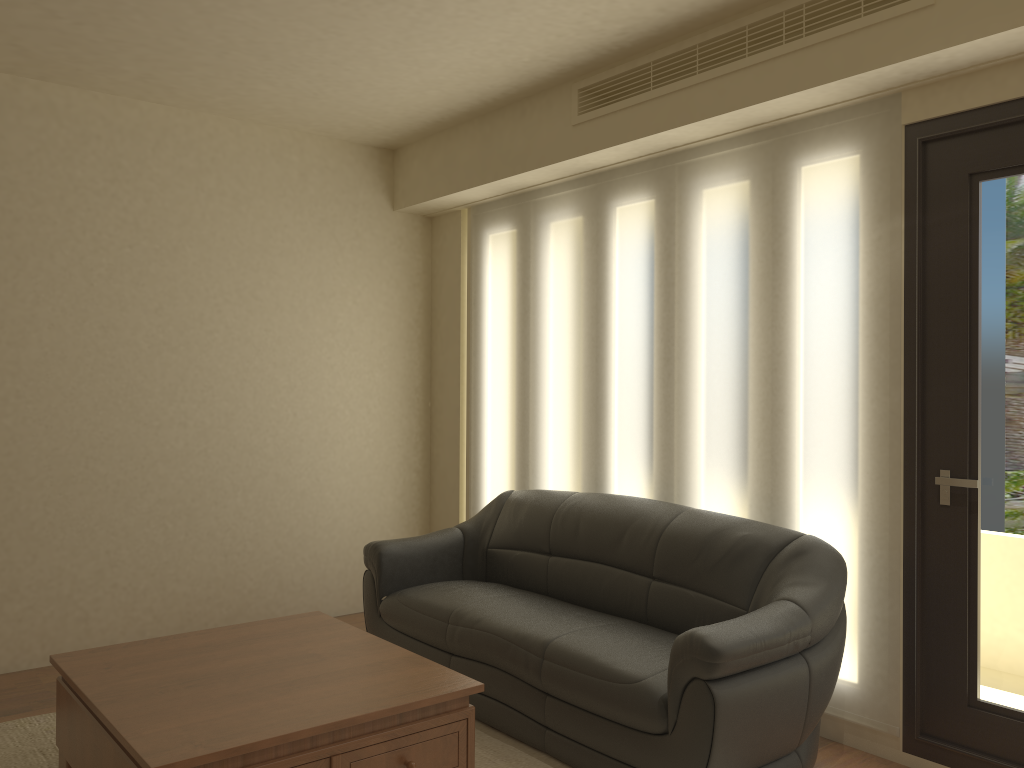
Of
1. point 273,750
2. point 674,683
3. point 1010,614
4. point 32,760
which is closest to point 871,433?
point 1010,614

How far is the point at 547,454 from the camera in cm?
503

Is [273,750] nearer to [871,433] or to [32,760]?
[32,760]

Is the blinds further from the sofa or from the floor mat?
the floor mat

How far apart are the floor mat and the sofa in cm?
3

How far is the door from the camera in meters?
3.2

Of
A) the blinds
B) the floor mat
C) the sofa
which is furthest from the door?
the floor mat

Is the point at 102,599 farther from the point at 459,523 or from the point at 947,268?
the point at 947,268

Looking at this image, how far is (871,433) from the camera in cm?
350

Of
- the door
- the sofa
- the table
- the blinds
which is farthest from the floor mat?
the door
